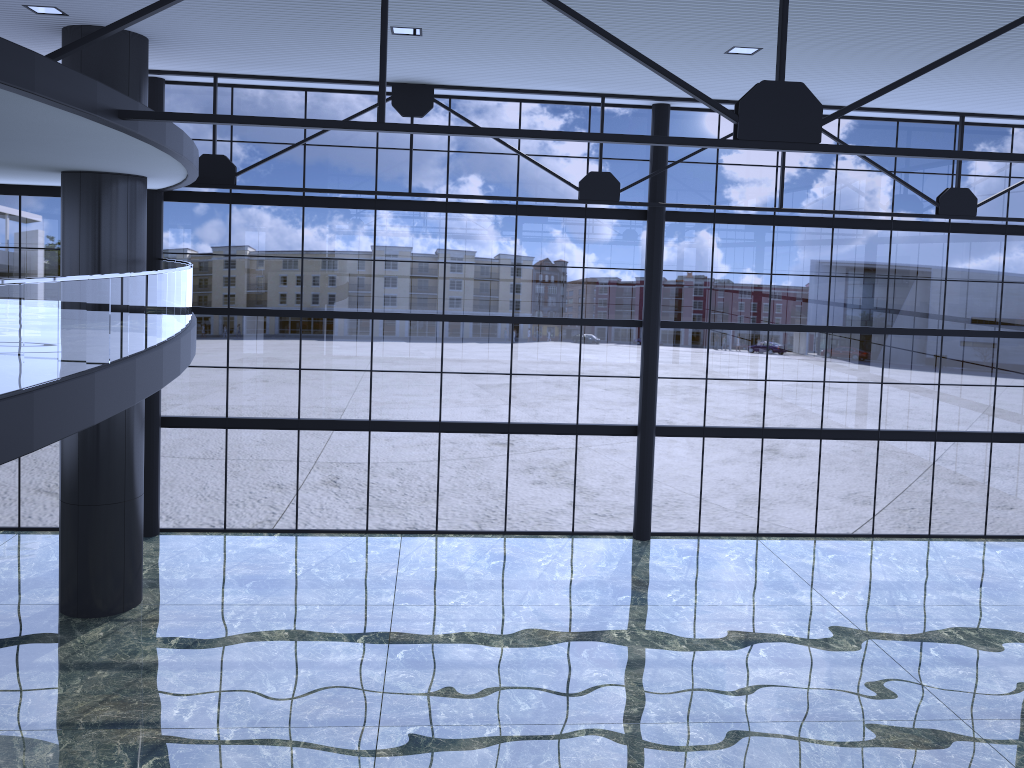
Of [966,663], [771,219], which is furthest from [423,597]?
[771,219]

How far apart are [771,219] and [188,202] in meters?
15.7 m
